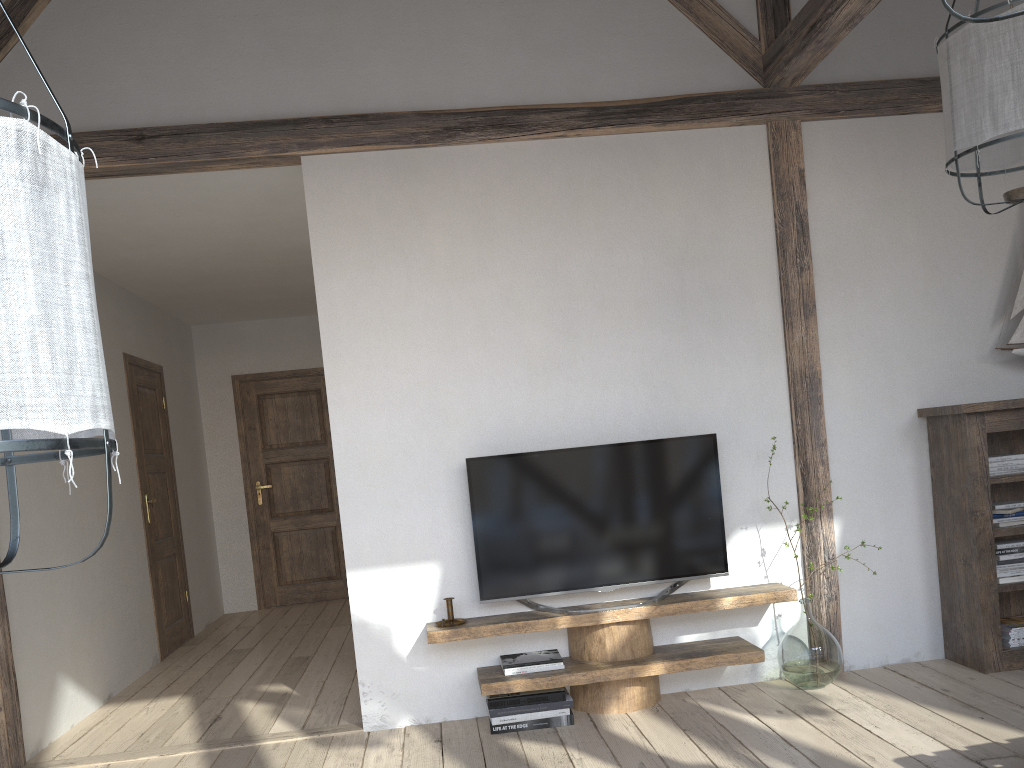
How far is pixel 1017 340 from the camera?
4.0 meters

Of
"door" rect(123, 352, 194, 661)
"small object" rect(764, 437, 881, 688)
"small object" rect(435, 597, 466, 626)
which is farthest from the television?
"door" rect(123, 352, 194, 661)

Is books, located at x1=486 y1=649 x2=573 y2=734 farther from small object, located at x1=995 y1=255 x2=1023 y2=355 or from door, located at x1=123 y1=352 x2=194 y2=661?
door, located at x1=123 y1=352 x2=194 y2=661

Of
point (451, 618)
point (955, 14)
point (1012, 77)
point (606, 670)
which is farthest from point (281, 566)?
point (955, 14)

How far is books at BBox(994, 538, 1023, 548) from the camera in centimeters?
382cm

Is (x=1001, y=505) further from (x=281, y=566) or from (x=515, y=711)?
(x=281, y=566)

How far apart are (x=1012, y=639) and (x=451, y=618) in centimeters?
241cm

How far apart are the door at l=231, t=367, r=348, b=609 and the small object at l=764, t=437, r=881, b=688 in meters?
4.7 m

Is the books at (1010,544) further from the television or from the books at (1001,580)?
the television

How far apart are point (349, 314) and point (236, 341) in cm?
423
